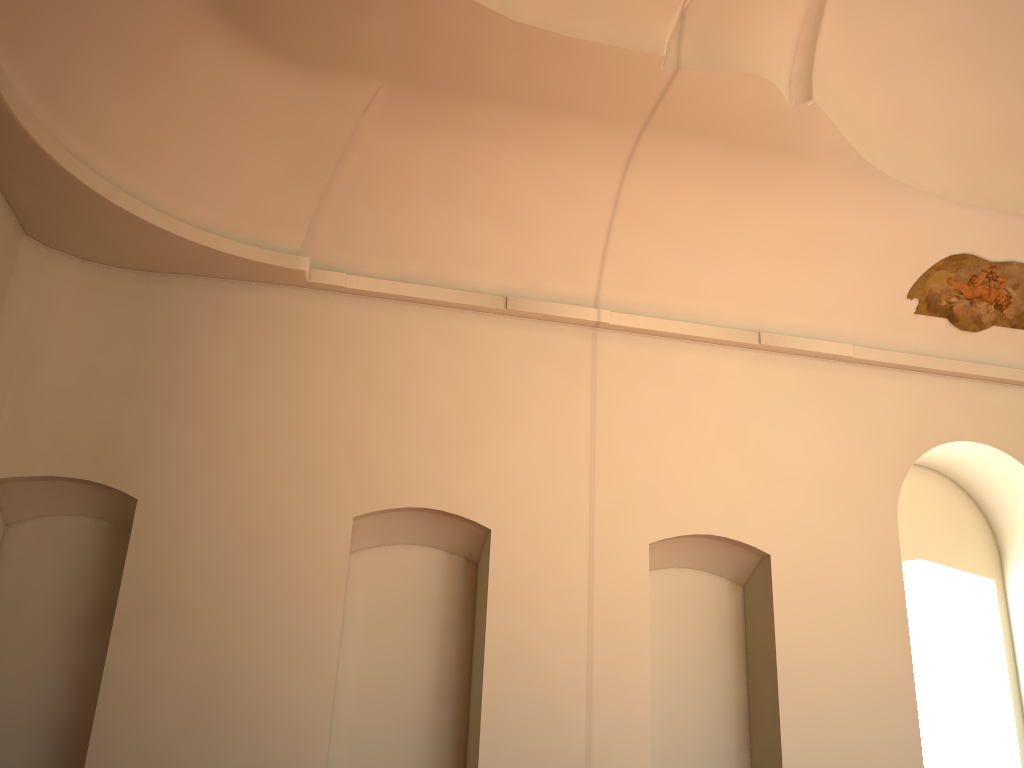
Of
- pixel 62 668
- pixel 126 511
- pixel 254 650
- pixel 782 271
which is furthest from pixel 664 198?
pixel 62 668
